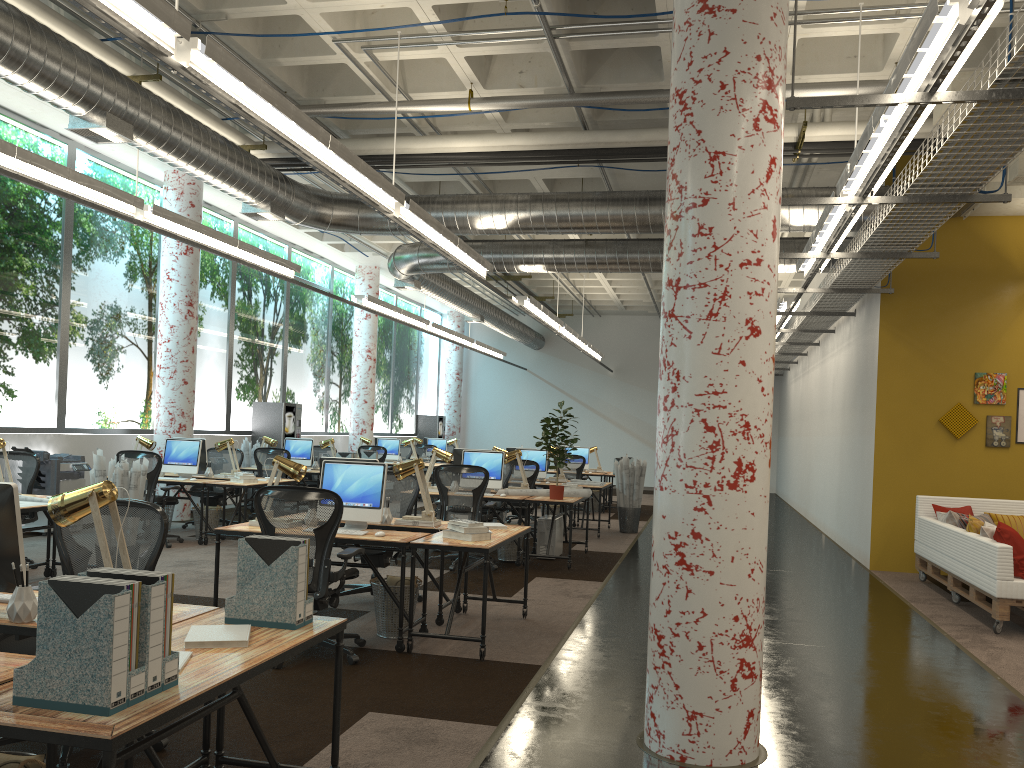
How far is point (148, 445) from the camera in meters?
10.7

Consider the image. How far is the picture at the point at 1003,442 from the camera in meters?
10.1

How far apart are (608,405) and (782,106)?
21.9m

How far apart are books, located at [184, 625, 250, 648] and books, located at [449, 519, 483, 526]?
2.9m

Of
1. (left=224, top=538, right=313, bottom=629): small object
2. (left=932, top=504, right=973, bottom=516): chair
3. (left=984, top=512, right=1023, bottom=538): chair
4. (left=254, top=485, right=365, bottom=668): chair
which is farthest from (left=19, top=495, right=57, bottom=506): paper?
(left=984, top=512, right=1023, bottom=538): chair

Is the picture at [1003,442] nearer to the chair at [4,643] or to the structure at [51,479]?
the chair at [4,643]

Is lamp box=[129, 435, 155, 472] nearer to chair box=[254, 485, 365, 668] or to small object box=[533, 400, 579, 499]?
small object box=[533, 400, 579, 499]

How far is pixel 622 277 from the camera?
19.95m

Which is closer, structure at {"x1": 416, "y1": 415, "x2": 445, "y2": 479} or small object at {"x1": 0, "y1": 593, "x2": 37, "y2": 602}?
small object at {"x1": 0, "y1": 593, "x2": 37, "y2": 602}

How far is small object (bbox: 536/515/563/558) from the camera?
10.1 meters
